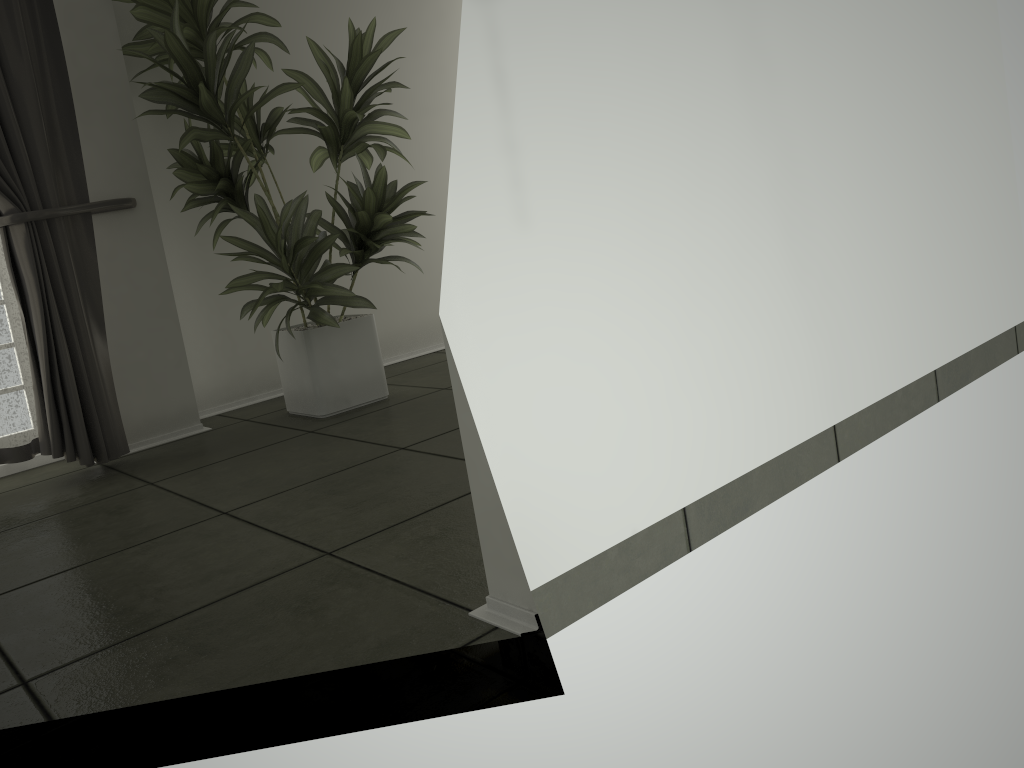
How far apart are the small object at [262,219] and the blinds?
0.21m

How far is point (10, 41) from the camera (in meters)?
2.94

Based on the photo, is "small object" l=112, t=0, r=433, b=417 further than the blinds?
Yes

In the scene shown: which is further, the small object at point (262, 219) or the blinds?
the small object at point (262, 219)

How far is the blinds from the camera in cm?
294

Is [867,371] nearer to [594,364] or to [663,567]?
[663,567]

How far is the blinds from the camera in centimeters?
294cm

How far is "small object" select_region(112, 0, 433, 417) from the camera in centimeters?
318cm

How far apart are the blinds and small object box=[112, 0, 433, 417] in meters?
0.2 m
